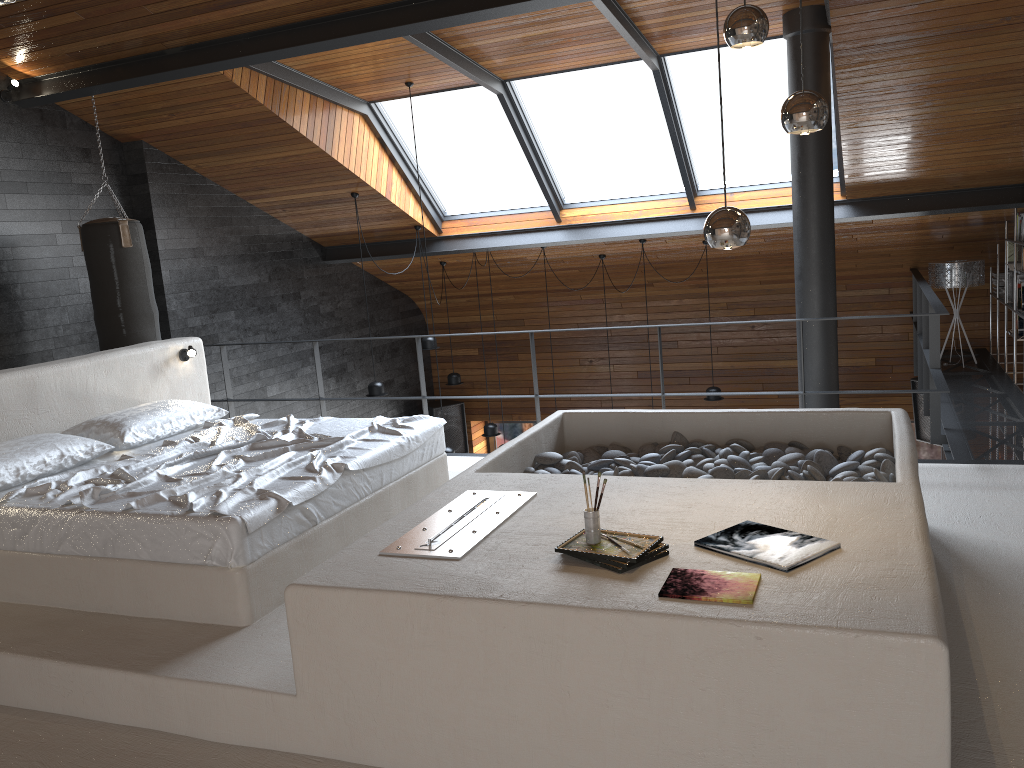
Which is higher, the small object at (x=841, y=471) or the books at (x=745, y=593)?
the books at (x=745, y=593)

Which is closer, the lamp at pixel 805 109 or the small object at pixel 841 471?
the lamp at pixel 805 109

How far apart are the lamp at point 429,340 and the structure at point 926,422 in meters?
5.2

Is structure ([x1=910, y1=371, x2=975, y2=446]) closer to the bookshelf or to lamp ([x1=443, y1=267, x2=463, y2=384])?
the bookshelf

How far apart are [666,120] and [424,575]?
5.53m

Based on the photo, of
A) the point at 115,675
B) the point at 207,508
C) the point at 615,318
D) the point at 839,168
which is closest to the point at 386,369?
the point at 615,318

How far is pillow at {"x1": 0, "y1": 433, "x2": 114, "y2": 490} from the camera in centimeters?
413cm

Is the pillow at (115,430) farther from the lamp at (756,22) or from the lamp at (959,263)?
the lamp at (959,263)

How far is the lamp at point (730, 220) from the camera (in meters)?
2.73

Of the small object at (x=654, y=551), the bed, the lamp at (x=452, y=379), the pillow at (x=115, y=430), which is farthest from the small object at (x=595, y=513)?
the lamp at (x=452, y=379)
